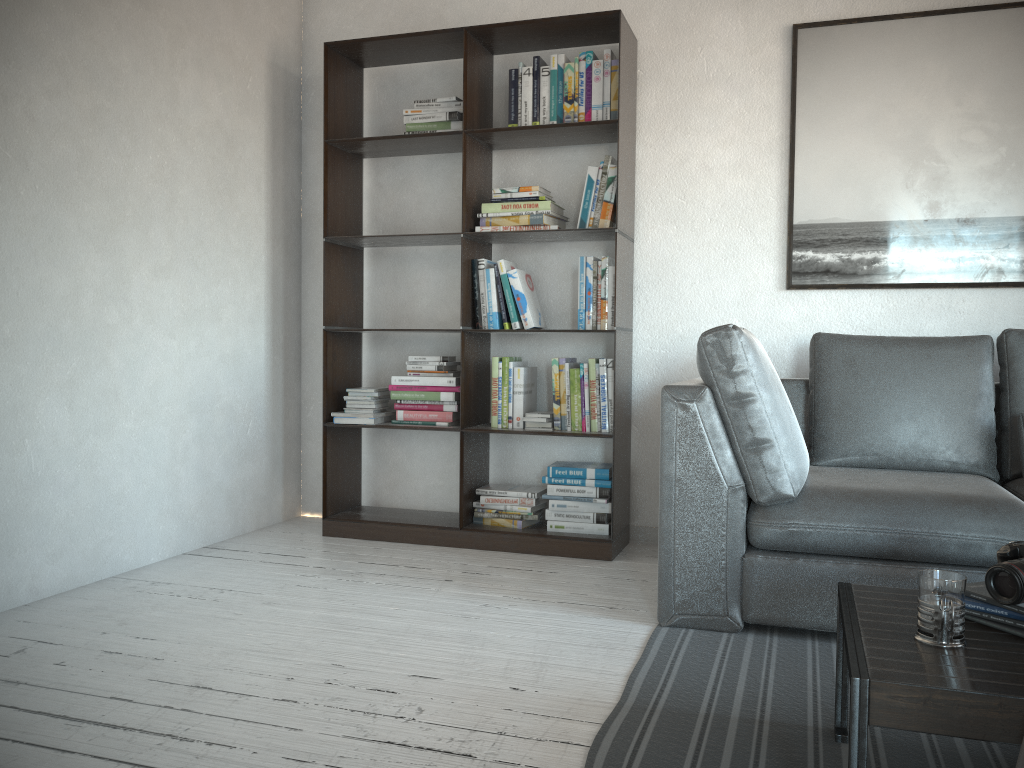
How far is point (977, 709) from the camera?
1.29m

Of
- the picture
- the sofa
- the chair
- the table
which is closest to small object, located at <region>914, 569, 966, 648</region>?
the table

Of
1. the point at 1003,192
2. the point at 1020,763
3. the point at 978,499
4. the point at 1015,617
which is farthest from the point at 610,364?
the point at 1020,763

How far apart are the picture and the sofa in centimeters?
37cm

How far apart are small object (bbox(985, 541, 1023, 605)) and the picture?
1.96m

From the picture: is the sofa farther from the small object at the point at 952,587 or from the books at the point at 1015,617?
the small object at the point at 952,587

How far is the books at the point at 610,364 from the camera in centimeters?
350cm

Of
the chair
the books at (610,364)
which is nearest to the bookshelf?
the books at (610,364)

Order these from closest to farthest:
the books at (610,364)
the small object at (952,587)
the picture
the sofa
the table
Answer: the table → the small object at (952,587) → the sofa → the picture → the books at (610,364)

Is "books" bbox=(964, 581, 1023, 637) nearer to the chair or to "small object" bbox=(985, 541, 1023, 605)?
"small object" bbox=(985, 541, 1023, 605)
